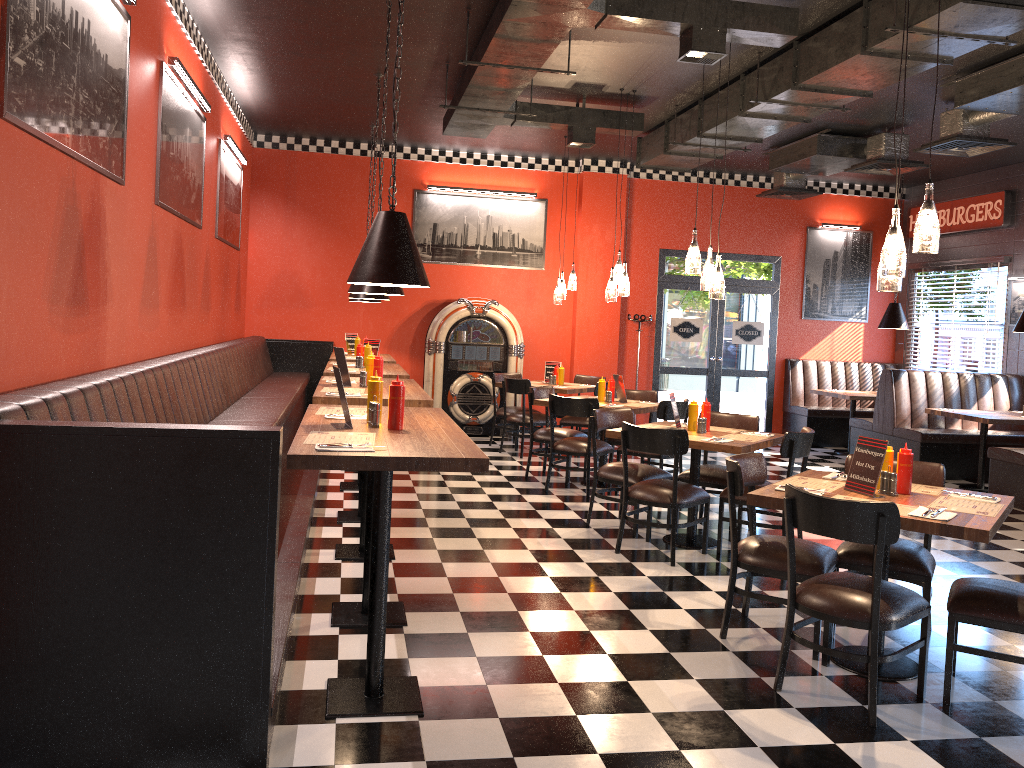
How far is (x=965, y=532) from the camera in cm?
347

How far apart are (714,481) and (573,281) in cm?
428

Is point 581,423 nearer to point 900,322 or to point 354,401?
point 900,322

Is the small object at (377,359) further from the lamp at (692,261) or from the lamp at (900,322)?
the lamp at (900,322)

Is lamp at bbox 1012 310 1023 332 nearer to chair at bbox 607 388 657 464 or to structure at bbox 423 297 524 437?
chair at bbox 607 388 657 464

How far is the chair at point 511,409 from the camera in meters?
10.3 m

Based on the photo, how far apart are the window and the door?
2.8 meters

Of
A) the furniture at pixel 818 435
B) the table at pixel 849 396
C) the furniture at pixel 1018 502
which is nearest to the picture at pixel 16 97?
the furniture at pixel 1018 502

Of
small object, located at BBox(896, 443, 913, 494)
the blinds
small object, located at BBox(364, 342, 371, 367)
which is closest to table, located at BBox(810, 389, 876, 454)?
the blinds

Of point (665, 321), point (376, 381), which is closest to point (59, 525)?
point (376, 381)
